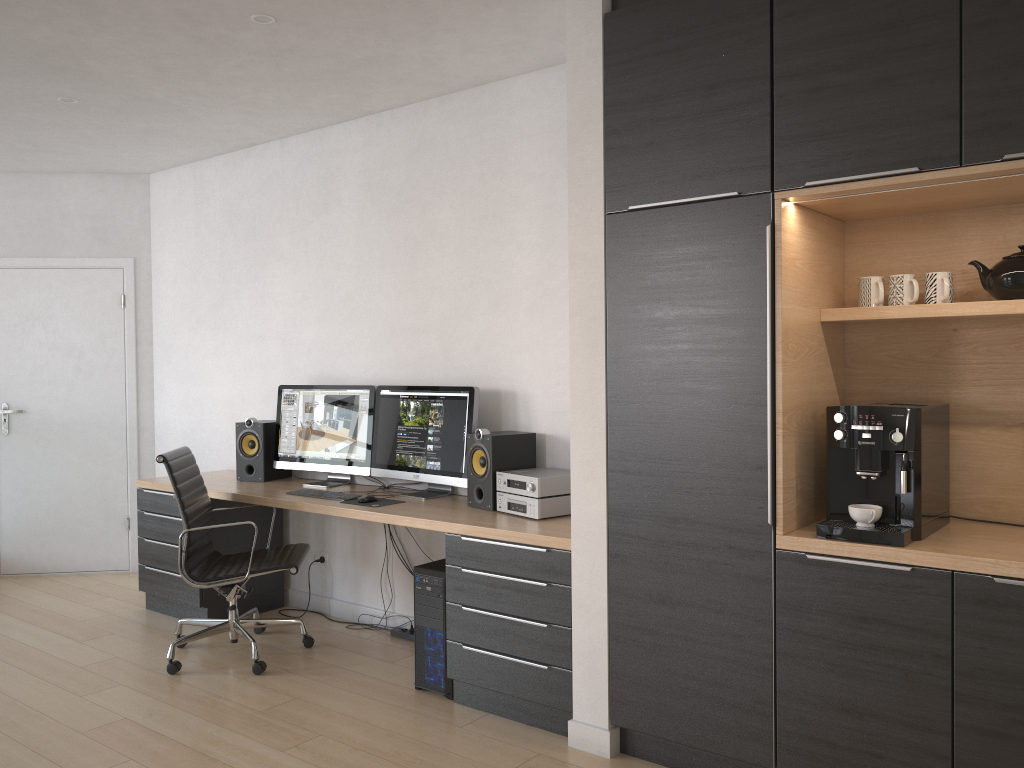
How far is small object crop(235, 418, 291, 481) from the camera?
4.9 meters

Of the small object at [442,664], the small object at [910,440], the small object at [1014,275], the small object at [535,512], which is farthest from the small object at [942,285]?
the small object at [442,664]

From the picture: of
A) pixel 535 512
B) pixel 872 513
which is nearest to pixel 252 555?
pixel 535 512

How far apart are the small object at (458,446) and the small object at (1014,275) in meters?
2.1 m

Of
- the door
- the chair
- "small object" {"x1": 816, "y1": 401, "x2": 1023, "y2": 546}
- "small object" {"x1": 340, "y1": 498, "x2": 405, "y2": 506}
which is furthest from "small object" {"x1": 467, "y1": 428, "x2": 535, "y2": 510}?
the door

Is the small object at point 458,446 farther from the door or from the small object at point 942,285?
the door

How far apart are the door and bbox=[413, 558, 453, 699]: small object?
3.09m

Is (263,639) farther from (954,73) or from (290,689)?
(954,73)

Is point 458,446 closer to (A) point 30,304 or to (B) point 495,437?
(B) point 495,437

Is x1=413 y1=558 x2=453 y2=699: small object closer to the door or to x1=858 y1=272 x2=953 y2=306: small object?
x1=858 y1=272 x2=953 y2=306: small object
